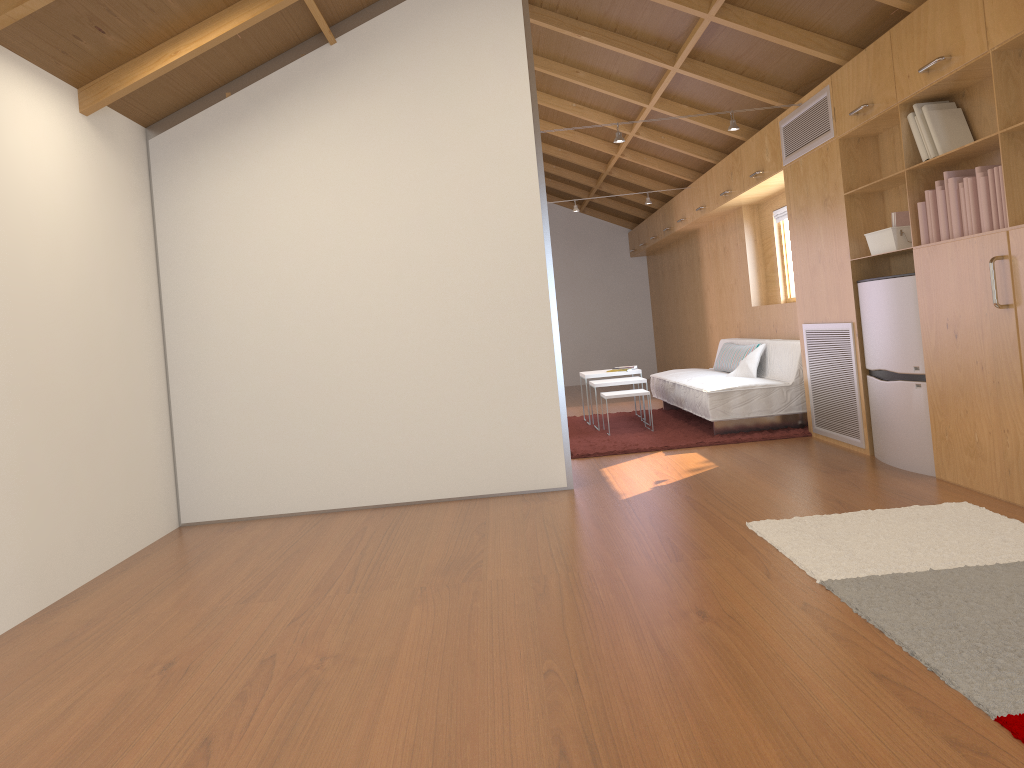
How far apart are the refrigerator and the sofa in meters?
1.3 m

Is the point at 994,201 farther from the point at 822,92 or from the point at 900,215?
the point at 822,92

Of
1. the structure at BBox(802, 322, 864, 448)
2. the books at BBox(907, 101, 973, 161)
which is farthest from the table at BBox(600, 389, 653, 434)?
the books at BBox(907, 101, 973, 161)

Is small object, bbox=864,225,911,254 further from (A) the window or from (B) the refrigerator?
(A) the window

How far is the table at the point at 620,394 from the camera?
6.80m

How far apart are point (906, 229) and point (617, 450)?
2.4m

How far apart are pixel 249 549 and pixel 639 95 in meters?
4.5

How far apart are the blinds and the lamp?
1.9 meters

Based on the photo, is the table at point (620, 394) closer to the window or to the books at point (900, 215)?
the window

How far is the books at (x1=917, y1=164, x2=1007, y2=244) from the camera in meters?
3.6 m
